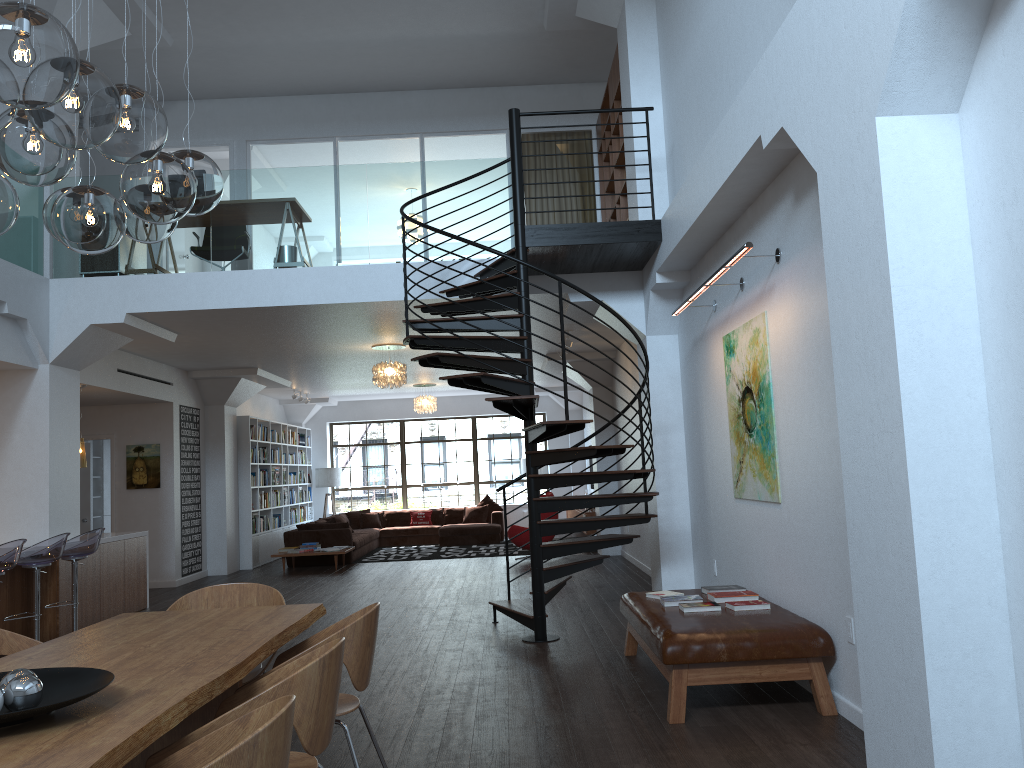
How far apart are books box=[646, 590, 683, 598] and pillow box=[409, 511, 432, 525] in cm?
1205

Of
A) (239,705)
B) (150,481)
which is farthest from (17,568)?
(239,705)

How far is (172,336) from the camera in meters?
9.5

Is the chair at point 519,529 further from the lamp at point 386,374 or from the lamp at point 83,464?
the lamp at point 83,464

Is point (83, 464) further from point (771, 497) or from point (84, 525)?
point (771, 497)

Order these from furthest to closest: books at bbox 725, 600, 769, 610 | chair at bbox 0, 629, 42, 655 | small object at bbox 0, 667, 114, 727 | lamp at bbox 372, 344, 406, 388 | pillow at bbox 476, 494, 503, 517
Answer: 1. pillow at bbox 476, 494, 503, 517
2. lamp at bbox 372, 344, 406, 388
3. books at bbox 725, 600, 769, 610
4. chair at bbox 0, 629, 42, 655
5. small object at bbox 0, 667, 114, 727

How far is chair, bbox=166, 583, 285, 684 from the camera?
4.5m

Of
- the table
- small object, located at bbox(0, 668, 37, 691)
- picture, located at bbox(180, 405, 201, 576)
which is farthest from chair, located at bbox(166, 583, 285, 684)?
picture, located at bbox(180, 405, 201, 576)

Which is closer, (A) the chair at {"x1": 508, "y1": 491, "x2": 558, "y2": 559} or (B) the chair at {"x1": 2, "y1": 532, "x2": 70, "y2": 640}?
(B) the chair at {"x1": 2, "y1": 532, "x2": 70, "y2": 640}

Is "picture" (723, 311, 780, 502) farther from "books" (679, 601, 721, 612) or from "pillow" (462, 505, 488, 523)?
"pillow" (462, 505, 488, 523)
